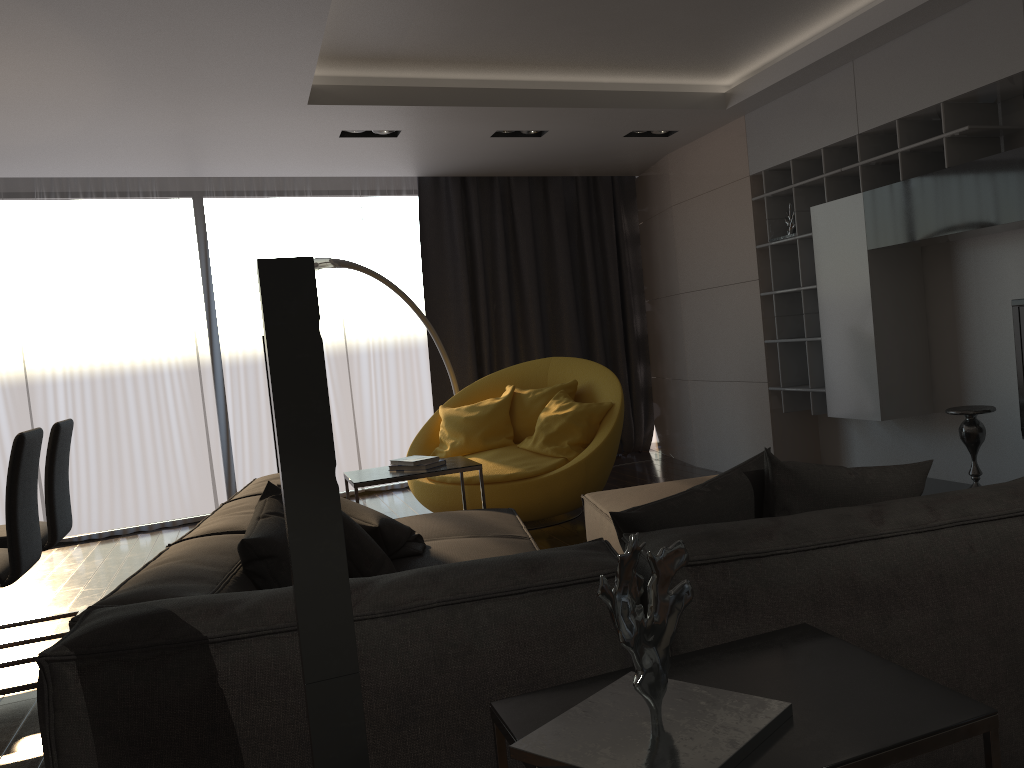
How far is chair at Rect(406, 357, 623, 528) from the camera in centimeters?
513cm

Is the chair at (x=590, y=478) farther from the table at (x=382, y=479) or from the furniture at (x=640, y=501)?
the furniture at (x=640, y=501)

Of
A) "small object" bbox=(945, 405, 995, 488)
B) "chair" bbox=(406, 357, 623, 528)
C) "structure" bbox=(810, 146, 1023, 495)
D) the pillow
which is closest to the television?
"small object" bbox=(945, 405, 995, 488)

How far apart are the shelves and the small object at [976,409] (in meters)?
1.06

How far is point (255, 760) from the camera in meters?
1.6 m

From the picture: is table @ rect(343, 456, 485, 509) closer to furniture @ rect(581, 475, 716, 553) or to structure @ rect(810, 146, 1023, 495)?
furniture @ rect(581, 475, 716, 553)

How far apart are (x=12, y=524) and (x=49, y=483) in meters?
0.7

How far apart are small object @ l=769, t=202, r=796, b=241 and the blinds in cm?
236

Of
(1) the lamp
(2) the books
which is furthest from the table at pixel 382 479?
(1) the lamp

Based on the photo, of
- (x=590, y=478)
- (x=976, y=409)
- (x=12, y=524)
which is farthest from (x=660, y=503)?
(x=590, y=478)
